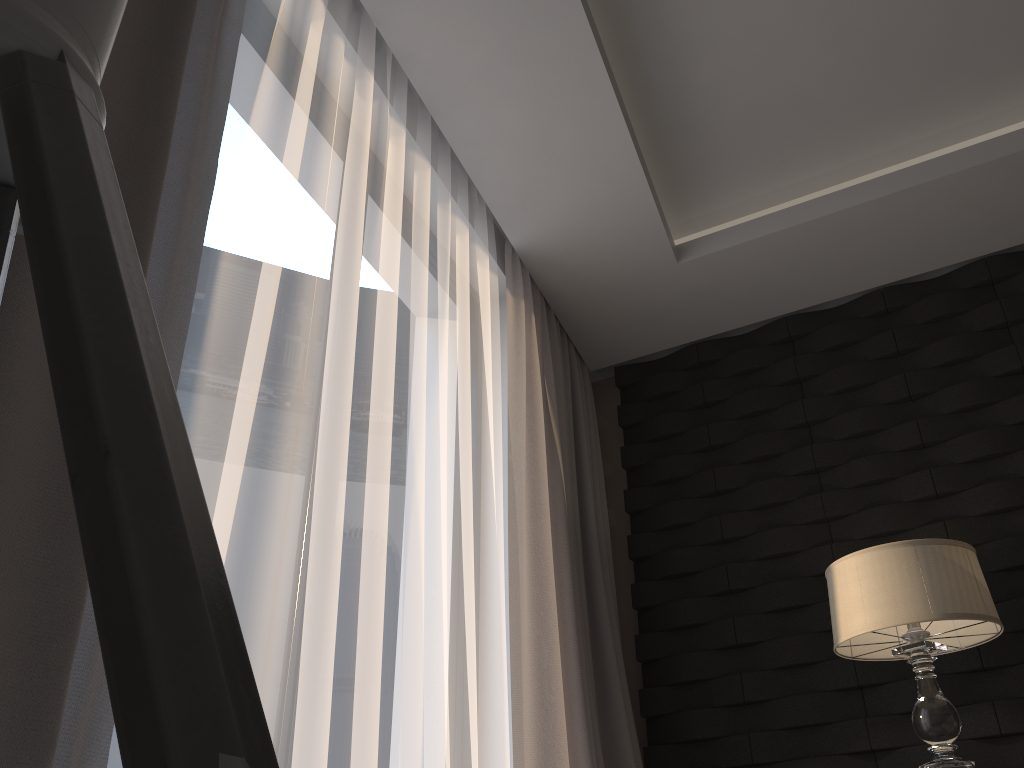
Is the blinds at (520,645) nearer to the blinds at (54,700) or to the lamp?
the lamp

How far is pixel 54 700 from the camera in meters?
0.9

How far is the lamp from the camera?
2.2 meters

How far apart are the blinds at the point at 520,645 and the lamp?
0.7m

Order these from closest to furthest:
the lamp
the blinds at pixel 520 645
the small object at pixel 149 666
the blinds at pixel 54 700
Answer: the small object at pixel 149 666
the blinds at pixel 54 700
the lamp
the blinds at pixel 520 645

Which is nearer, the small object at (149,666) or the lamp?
the small object at (149,666)

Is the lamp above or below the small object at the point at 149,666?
above

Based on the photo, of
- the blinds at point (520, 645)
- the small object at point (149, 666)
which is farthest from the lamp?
the small object at point (149, 666)

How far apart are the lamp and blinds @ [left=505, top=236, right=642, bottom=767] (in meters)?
0.74

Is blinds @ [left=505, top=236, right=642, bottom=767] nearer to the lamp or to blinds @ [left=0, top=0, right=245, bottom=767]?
the lamp
